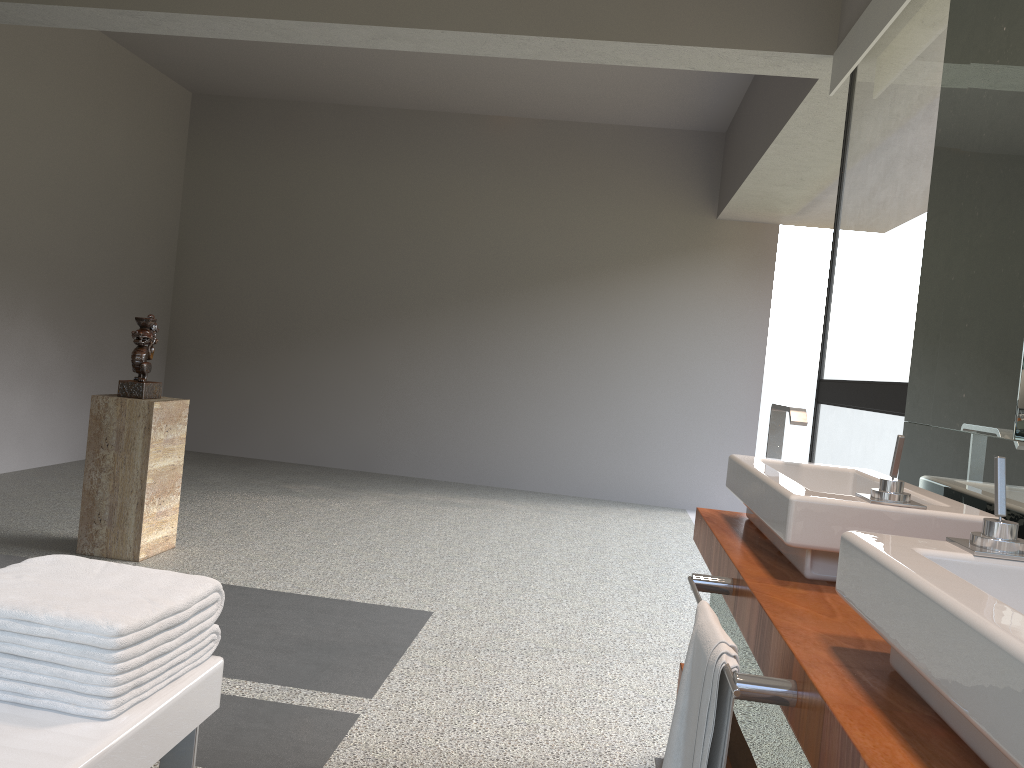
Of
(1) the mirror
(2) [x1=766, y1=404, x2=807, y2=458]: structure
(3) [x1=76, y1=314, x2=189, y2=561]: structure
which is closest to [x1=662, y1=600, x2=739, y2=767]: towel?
(1) the mirror

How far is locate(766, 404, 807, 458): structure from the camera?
2.1 meters

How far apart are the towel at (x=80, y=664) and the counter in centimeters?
78cm

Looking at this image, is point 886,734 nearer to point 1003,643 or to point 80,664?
point 1003,643

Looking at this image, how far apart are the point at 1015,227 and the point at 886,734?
1.1 meters

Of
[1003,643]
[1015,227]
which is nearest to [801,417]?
[1015,227]

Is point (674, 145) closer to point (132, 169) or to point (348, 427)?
point (348, 427)

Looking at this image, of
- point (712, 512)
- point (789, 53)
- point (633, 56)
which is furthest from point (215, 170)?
point (712, 512)

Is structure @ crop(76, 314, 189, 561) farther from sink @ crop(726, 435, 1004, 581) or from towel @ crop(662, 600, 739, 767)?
towel @ crop(662, 600, 739, 767)

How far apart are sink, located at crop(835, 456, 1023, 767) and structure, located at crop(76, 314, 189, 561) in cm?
333
